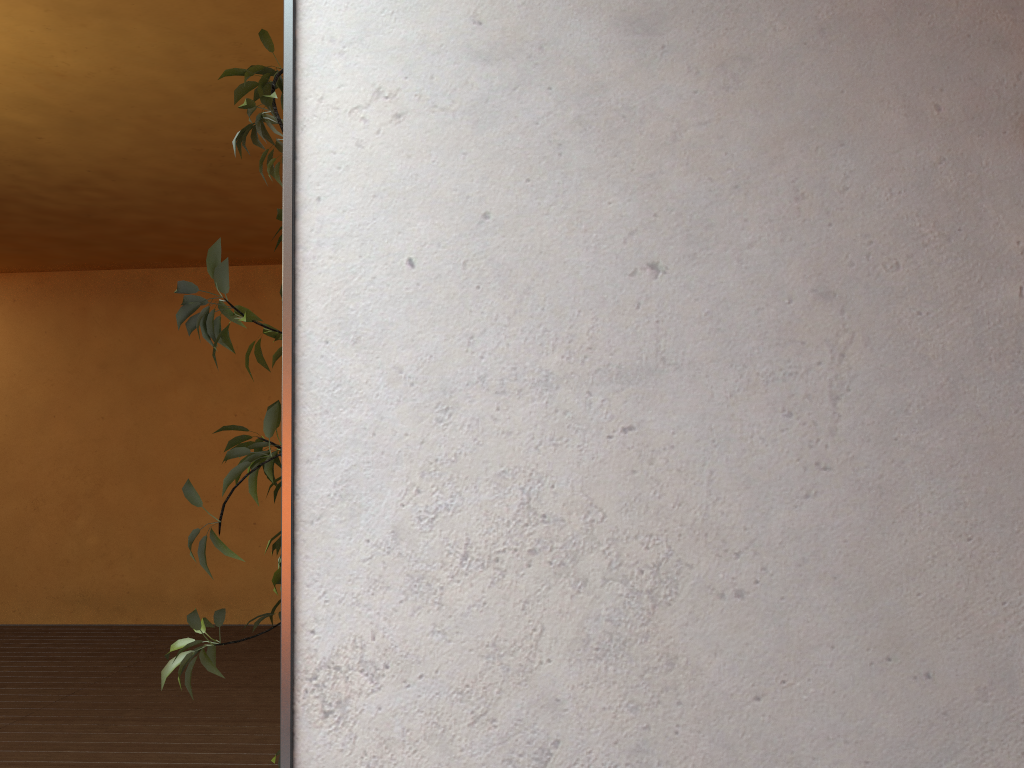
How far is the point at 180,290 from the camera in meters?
1.7

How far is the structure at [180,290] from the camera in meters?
1.7 m

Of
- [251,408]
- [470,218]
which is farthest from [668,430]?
[251,408]

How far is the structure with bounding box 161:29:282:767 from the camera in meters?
1.7

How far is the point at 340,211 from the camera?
1.6 meters
